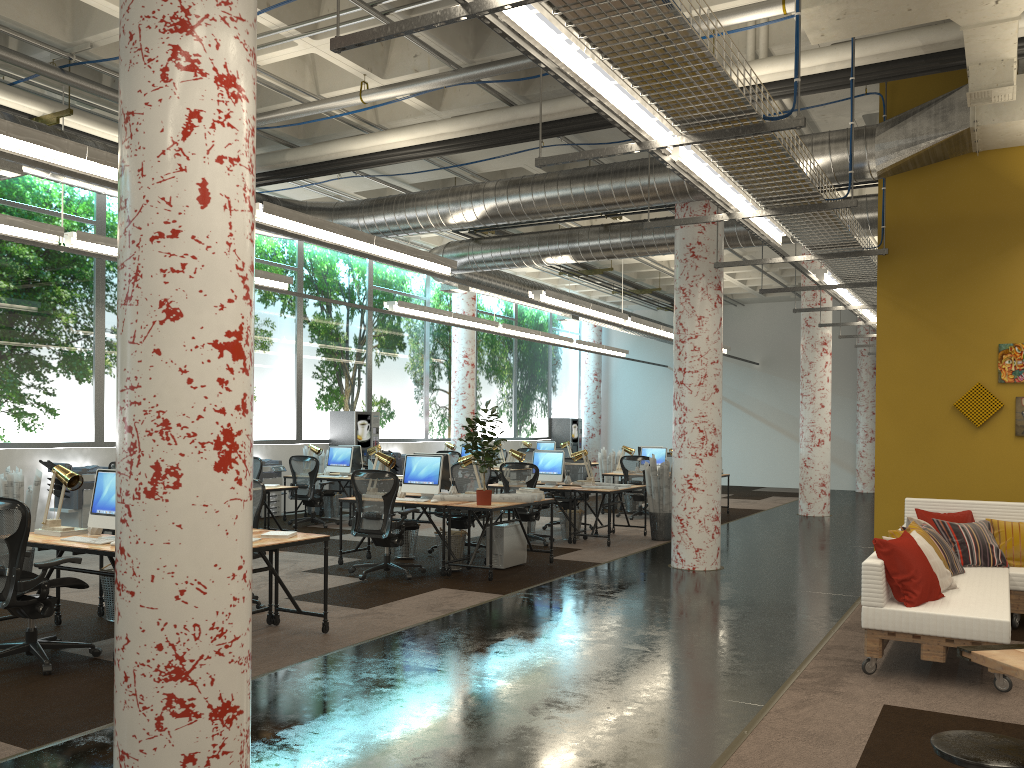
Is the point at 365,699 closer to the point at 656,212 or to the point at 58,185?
the point at 58,185

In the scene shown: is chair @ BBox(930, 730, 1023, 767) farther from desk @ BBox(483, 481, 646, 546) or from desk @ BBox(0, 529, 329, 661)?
desk @ BBox(483, 481, 646, 546)

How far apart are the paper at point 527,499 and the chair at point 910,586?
4.11m

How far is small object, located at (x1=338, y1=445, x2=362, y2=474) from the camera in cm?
1458

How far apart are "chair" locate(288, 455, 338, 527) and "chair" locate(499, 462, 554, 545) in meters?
3.2

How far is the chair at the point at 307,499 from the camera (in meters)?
13.19

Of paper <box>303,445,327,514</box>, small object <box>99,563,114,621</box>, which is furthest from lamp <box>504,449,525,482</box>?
small object <box>99,563,114,621</box>

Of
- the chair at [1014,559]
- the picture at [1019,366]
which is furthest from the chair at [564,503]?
the chair at [1014,559]

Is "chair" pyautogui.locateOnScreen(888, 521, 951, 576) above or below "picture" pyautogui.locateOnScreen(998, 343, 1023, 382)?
below

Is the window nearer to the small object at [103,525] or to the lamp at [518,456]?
the lamp at [518,456]
